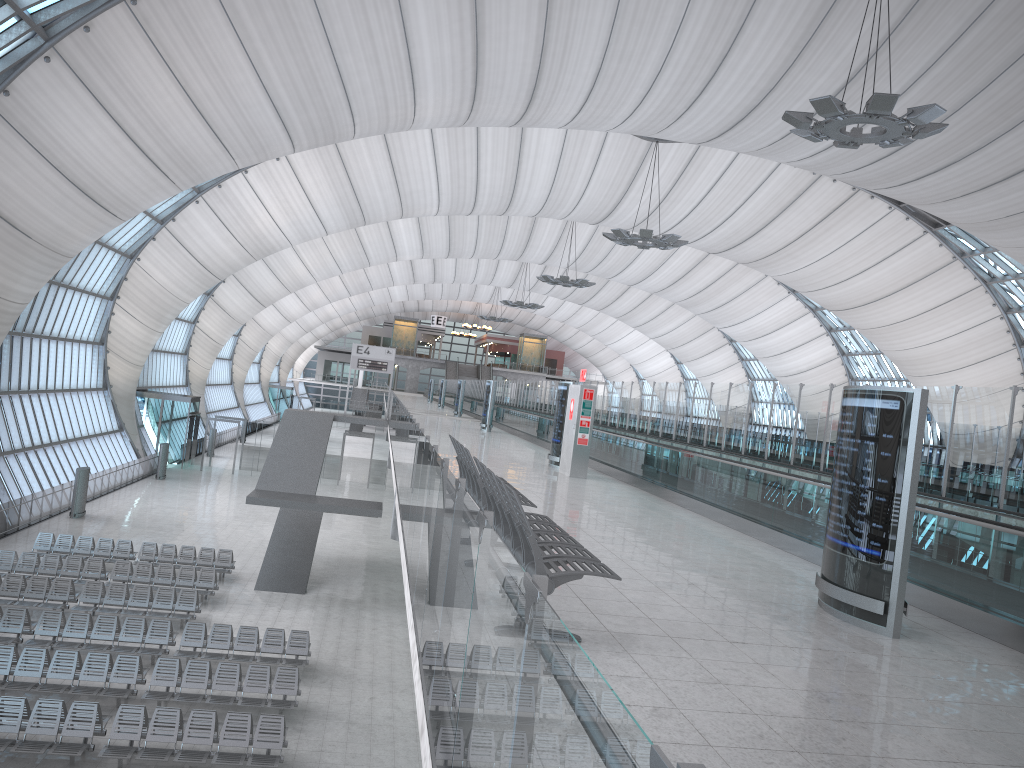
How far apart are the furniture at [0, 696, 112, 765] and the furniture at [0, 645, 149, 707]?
0.9 meters

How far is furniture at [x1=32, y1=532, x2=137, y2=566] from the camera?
25.2 meters

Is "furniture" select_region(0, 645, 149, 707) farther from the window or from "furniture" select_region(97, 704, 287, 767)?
the window

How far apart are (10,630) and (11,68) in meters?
14.1 m

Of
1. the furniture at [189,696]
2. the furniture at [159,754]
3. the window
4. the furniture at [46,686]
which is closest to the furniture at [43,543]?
the window

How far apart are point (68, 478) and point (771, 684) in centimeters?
3735cm

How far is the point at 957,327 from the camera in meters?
48.7 m

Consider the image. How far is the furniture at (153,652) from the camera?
17.8m

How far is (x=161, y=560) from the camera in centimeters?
2561cm

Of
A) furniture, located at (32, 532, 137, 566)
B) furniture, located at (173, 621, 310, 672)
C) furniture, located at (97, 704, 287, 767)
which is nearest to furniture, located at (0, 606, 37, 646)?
furniture, located at (173, 621, 310, 672)
